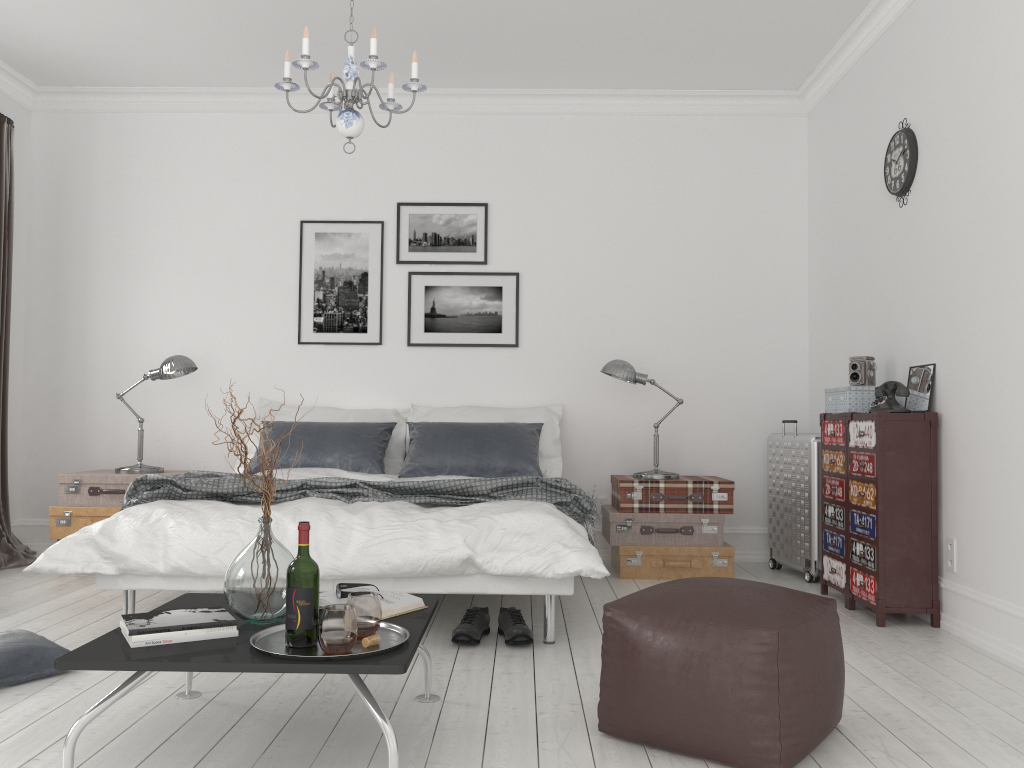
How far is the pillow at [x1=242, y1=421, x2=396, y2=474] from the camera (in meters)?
5.04

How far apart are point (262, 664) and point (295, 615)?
0.2m

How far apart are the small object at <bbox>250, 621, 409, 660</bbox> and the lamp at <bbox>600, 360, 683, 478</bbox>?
2.9m

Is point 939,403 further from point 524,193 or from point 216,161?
point 216,161

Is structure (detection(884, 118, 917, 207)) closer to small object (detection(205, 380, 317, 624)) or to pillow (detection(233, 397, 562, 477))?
pillow (detection(233, 397, 562, 477))

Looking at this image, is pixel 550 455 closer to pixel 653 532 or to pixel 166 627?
pixel 653 532

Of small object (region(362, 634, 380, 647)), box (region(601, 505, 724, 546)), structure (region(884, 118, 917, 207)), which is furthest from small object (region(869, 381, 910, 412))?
small object (region(362, 634, 380, 647))

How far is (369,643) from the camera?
2.2 meters

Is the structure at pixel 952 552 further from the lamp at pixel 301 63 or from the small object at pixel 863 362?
the lamp at pixel 301 63

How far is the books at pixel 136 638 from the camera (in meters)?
2.16
